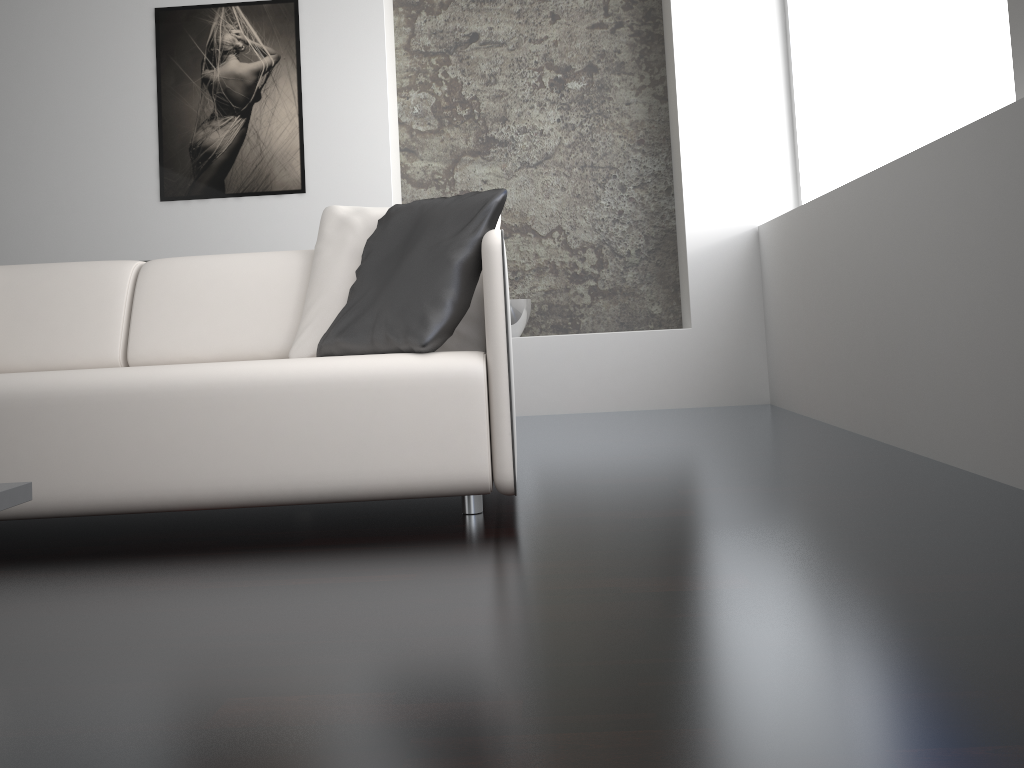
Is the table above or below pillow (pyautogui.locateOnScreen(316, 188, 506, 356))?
below

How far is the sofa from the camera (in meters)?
1.98

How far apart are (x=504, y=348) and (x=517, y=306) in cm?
241

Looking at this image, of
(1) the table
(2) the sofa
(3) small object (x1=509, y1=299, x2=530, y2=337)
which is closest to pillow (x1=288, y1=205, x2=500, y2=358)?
(2) the sofa

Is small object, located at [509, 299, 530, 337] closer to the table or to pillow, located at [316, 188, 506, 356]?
pillow, located at [316, 188, 506, 356]

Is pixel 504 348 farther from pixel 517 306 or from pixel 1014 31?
pixel 517 306

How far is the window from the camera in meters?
2.3

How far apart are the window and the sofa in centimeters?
141cm

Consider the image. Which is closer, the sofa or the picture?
the sofa

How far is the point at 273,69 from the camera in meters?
4.3 m
